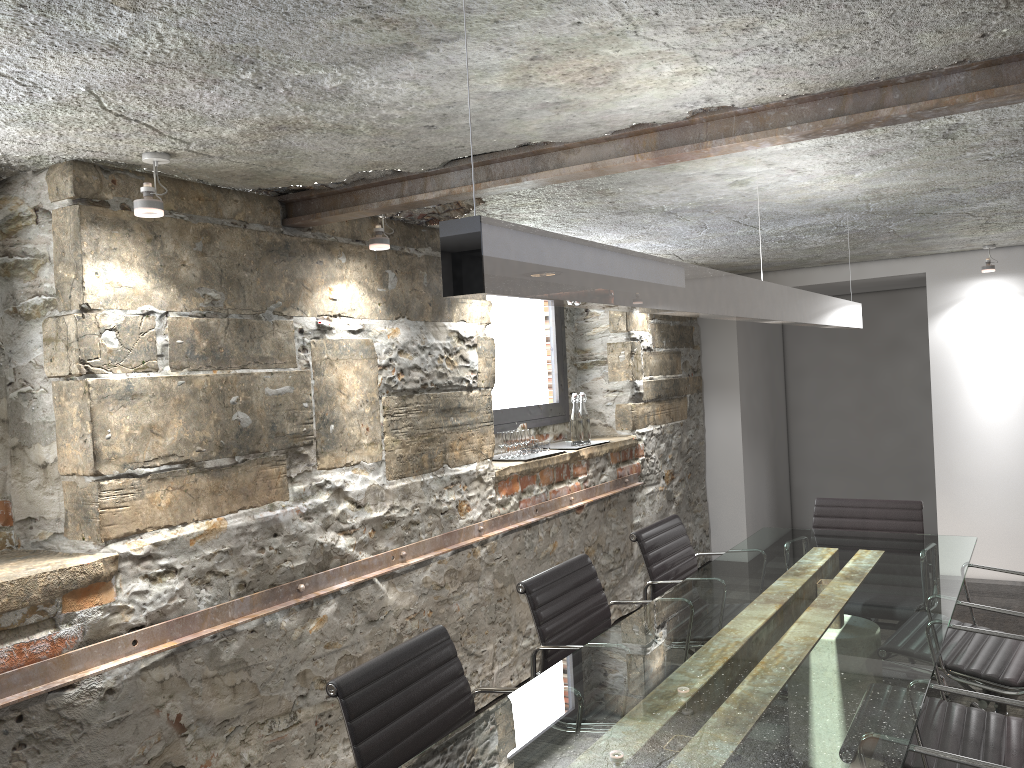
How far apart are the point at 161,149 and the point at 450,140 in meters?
0.8

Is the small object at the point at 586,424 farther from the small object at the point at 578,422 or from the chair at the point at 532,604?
the chair at the point at 532,604

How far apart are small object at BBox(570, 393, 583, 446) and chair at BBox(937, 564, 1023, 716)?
2.20m

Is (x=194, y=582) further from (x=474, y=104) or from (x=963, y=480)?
Answer: (x=963, y=480)

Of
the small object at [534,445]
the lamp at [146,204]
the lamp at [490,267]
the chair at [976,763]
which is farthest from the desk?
the lamp at [146,204]

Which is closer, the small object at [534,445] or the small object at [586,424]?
the small object at [534,445]

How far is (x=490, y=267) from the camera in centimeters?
129cm

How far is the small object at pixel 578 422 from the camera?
5.02m

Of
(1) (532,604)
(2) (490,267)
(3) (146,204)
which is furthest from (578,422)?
(2) (490,267)

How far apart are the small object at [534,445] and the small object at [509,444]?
0.1 meters
